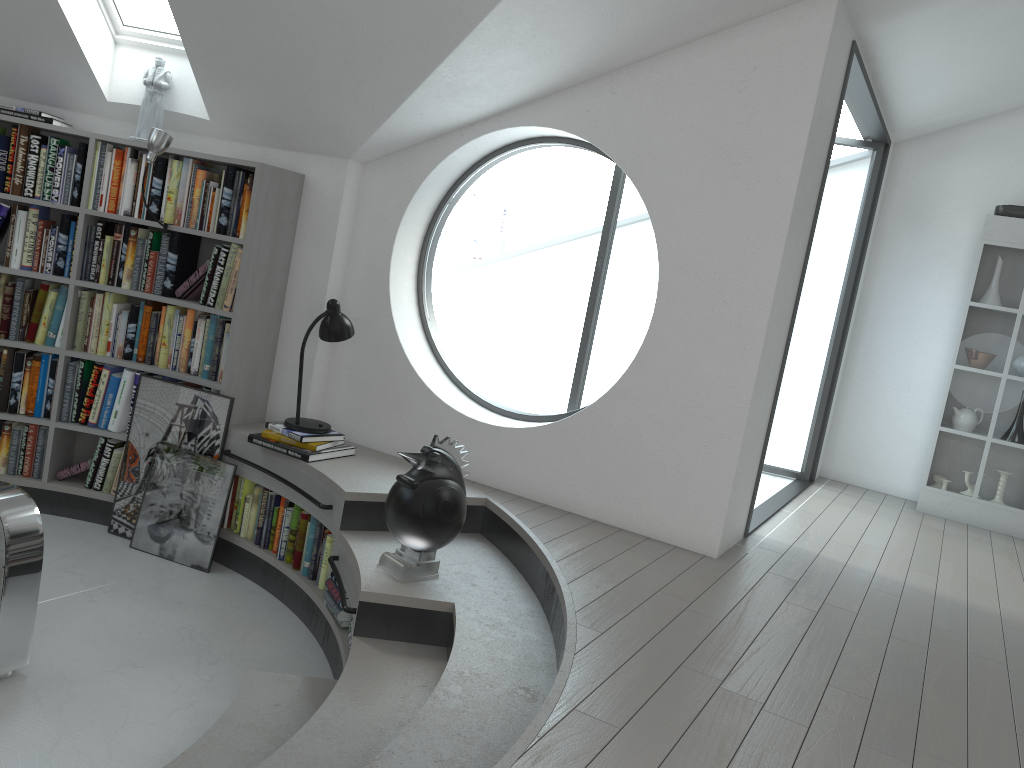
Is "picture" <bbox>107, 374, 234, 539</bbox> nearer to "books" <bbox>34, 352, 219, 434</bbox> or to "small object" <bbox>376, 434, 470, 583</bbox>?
"books" <bbox>34, 352, 219, 434</bbox>

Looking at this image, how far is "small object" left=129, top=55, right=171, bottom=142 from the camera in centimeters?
460cm

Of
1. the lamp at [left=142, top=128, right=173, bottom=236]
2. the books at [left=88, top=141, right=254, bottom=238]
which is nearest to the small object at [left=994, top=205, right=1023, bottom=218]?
the books at [left=88, top=141, right=254, bottom=238]

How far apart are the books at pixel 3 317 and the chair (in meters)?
1.75

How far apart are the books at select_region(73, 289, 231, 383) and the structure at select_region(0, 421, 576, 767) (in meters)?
0.27

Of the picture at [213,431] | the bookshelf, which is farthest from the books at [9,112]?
the picture at [213,431]

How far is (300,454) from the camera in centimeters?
420cm

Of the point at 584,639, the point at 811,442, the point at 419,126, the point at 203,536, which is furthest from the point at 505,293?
the point at 584,639

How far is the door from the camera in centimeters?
614cm

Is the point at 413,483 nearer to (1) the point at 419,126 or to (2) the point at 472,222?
(1) the point at 419,126
